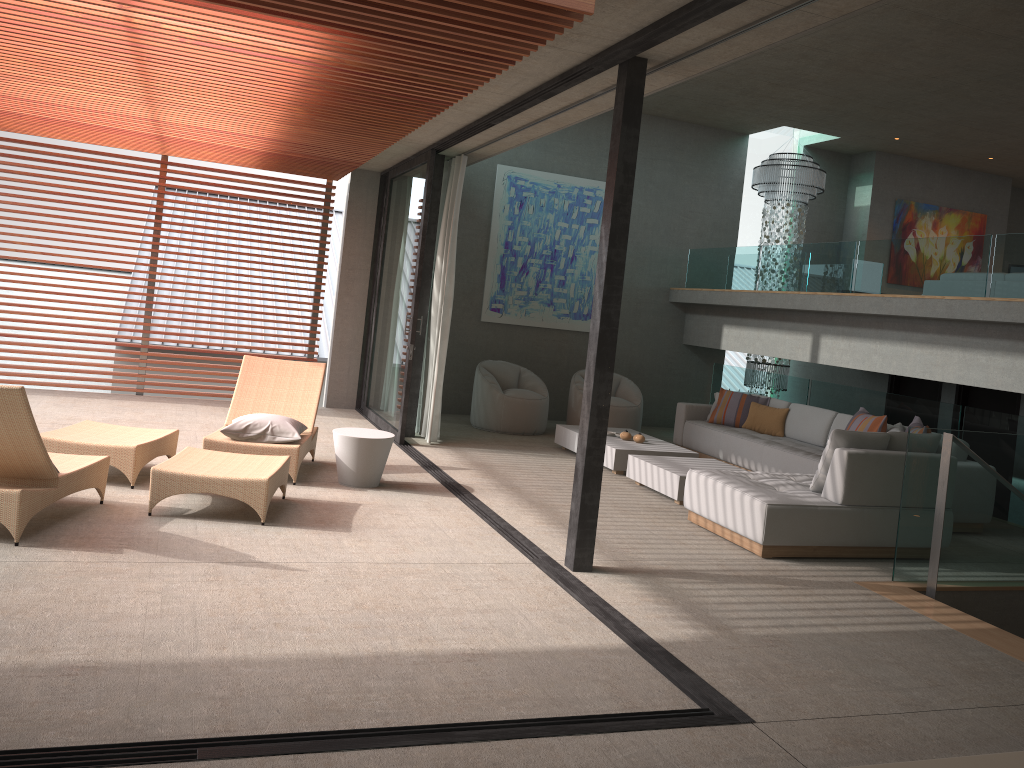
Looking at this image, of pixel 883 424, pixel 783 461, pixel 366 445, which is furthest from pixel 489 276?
pixel 883 424

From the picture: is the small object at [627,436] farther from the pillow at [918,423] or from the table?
the table

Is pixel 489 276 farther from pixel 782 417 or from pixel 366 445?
pixel 366 445

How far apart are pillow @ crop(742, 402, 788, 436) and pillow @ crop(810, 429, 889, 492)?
3.27m

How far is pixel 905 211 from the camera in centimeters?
1294cm

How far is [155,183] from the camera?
10.0 meters

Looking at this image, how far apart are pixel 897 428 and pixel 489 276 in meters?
5.5 m

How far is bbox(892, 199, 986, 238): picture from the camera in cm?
1294

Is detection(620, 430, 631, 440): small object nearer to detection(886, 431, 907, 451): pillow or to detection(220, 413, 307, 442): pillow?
detection(886, 431, 907, 451): pillow

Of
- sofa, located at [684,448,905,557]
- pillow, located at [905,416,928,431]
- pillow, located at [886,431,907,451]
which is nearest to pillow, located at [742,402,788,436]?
pillow, located at [905,416,928,431]
